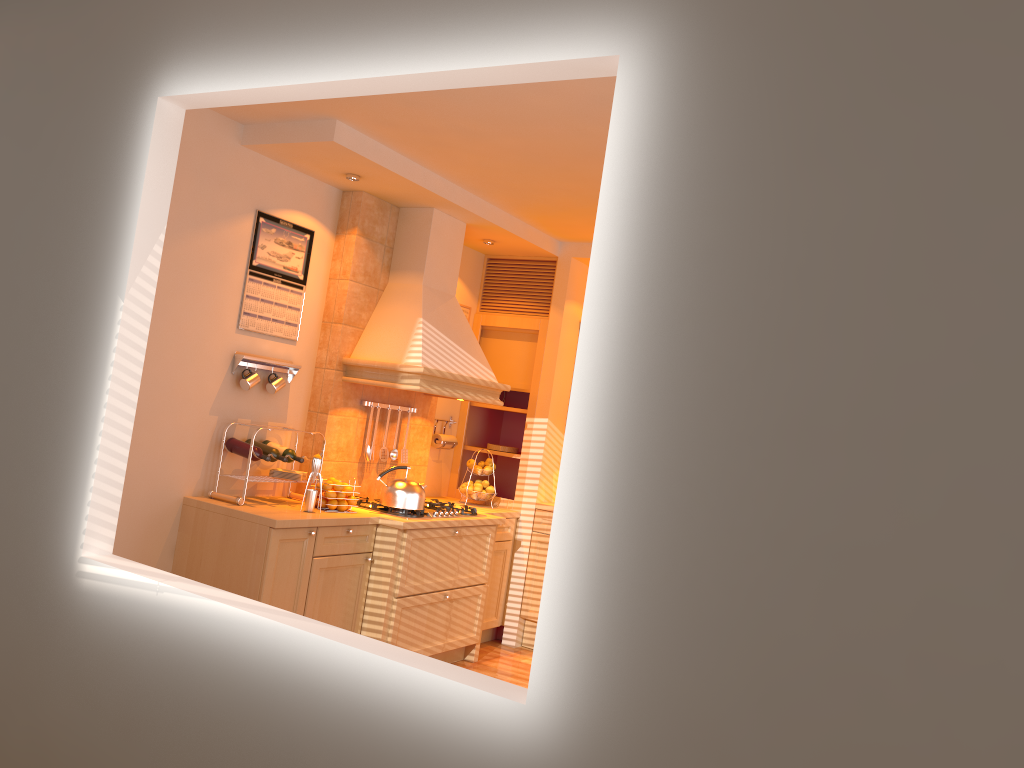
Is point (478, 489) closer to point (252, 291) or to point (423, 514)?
point (423, 514)

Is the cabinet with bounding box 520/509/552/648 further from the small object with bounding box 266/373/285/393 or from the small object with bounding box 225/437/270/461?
the small object with bounding box 225/437/270/461

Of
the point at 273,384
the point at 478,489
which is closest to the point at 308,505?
the point at 273,384

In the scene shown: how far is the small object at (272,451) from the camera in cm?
441

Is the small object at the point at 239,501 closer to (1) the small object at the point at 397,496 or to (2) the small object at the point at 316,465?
(2) the small object at the point at 316,465

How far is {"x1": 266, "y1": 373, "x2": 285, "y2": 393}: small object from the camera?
4.6m

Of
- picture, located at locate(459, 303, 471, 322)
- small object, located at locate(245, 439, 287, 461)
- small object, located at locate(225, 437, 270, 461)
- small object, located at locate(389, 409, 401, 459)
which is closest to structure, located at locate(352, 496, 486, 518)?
small object, located at locate(389, 409, 401, 459)

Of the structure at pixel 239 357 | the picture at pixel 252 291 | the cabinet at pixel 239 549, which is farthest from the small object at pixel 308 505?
the picture at pixel 252 291

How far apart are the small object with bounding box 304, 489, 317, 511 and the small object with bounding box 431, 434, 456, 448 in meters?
1.6 m

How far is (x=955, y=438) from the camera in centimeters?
146cm
